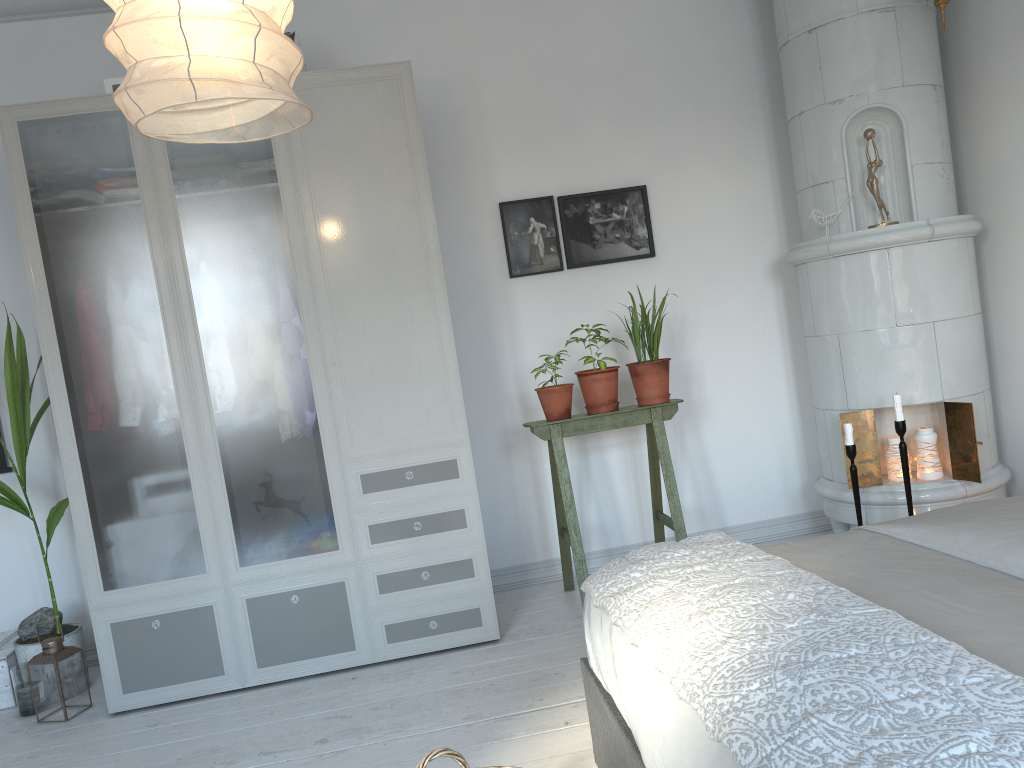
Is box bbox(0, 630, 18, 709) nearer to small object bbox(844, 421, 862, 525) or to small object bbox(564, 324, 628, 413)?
small object bbox(564, 324, 628, 413)

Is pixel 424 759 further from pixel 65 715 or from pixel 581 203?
pixel 581 203

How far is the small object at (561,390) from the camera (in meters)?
3.55

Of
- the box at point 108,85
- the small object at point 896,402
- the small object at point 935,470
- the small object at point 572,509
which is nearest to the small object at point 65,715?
the small object at point 572,509

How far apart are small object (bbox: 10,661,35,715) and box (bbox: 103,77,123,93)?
2.17m

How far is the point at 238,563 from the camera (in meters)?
3.21

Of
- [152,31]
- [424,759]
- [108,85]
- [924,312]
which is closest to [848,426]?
[924,312]

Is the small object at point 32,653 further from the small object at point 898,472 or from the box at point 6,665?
the small object at point 898,472

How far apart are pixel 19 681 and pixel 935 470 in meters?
3.6

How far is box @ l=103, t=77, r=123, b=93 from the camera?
3.25m
